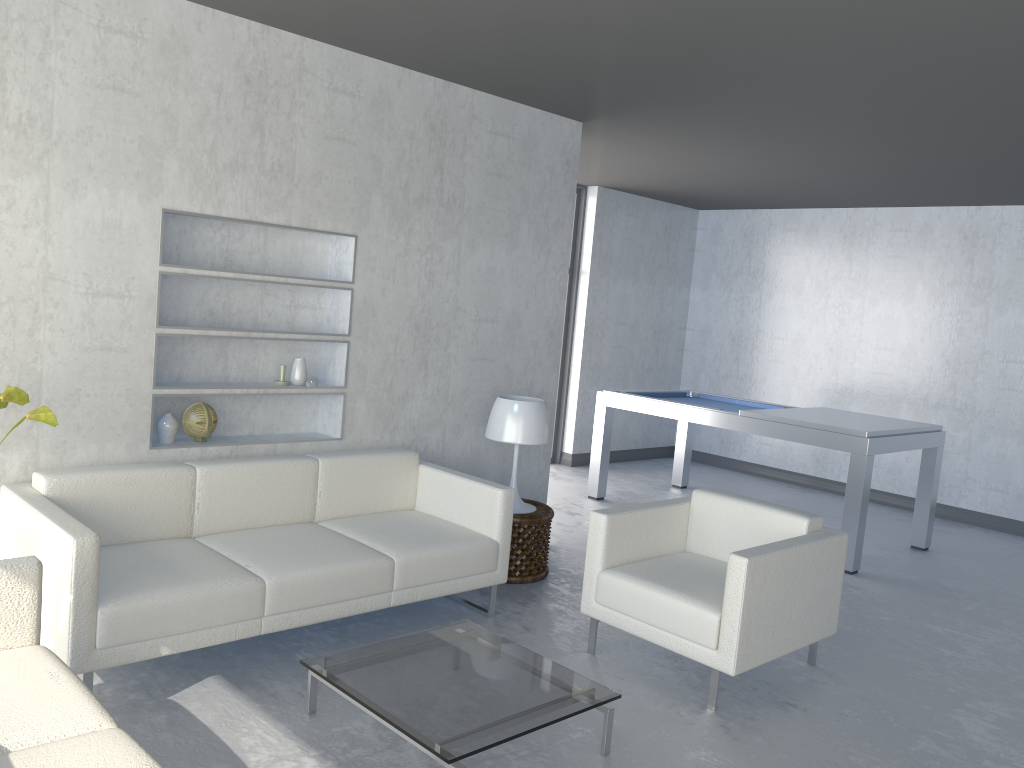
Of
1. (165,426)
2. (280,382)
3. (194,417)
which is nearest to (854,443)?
(280,382)

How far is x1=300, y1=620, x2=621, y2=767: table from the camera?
2.5 meters

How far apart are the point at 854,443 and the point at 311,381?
3.17m

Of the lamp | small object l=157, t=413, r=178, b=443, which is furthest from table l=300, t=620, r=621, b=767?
small object l=157, t=413, r=178, b=443

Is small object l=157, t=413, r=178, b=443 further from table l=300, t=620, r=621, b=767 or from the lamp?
the lamp

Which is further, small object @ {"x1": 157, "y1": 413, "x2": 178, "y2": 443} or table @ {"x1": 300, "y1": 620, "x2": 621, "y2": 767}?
small object @ {"x1": 157, "y1": 413, "x2": 178, "y2": 443}

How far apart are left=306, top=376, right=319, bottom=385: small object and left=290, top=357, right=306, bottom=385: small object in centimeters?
3cm

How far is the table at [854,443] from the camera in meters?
5.2 m

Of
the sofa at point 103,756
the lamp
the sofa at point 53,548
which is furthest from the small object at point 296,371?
the sofa at point 103,756

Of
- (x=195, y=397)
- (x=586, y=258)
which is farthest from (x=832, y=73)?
(x=586, y=258)
